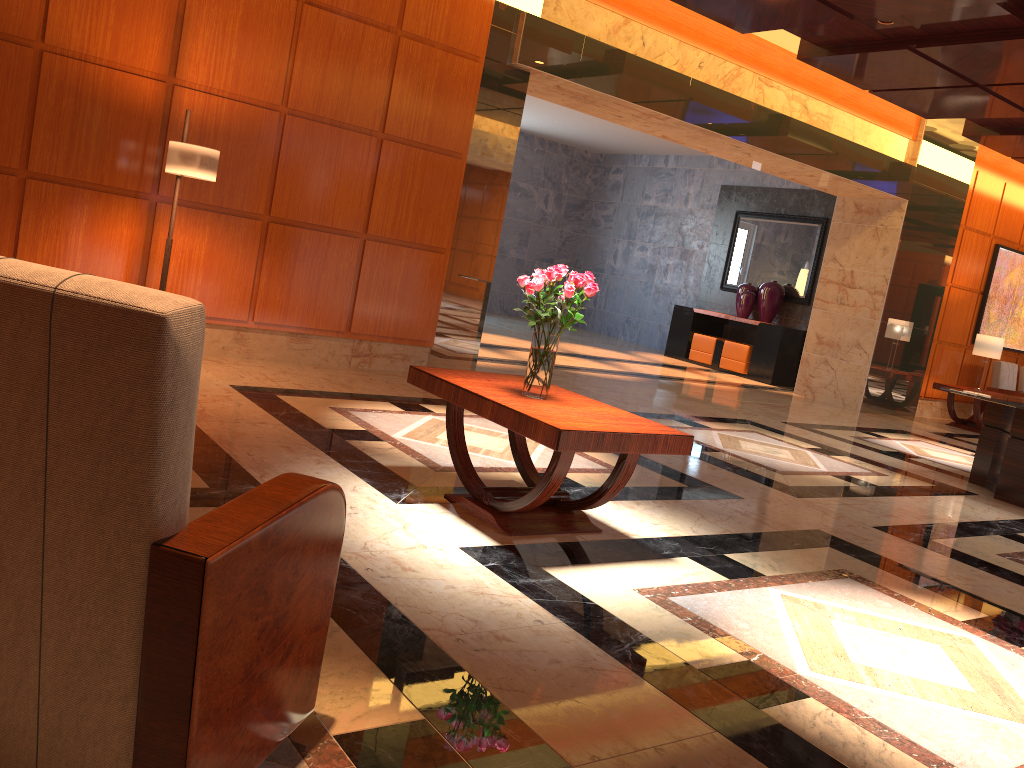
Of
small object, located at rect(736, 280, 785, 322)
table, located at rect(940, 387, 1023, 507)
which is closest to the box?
small object, located at rect(736, 280, 785, 322)

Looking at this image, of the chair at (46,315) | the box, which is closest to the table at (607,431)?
the chair at (46,315)

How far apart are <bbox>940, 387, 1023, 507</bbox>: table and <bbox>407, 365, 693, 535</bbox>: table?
4.1m

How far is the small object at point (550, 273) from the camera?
3.8m

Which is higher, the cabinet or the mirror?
the mirror

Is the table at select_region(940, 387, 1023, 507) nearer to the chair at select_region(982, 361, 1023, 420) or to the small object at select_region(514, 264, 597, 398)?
the small object at select_region(514, 264, 597, 398)

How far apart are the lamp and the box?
9.5m

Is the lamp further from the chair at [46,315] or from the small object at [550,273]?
the chair at [46,315]

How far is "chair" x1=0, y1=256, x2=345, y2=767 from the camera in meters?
1.4

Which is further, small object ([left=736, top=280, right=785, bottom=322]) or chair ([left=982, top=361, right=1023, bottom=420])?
small object ([left=736, top=280, right=785, bottom=322])
